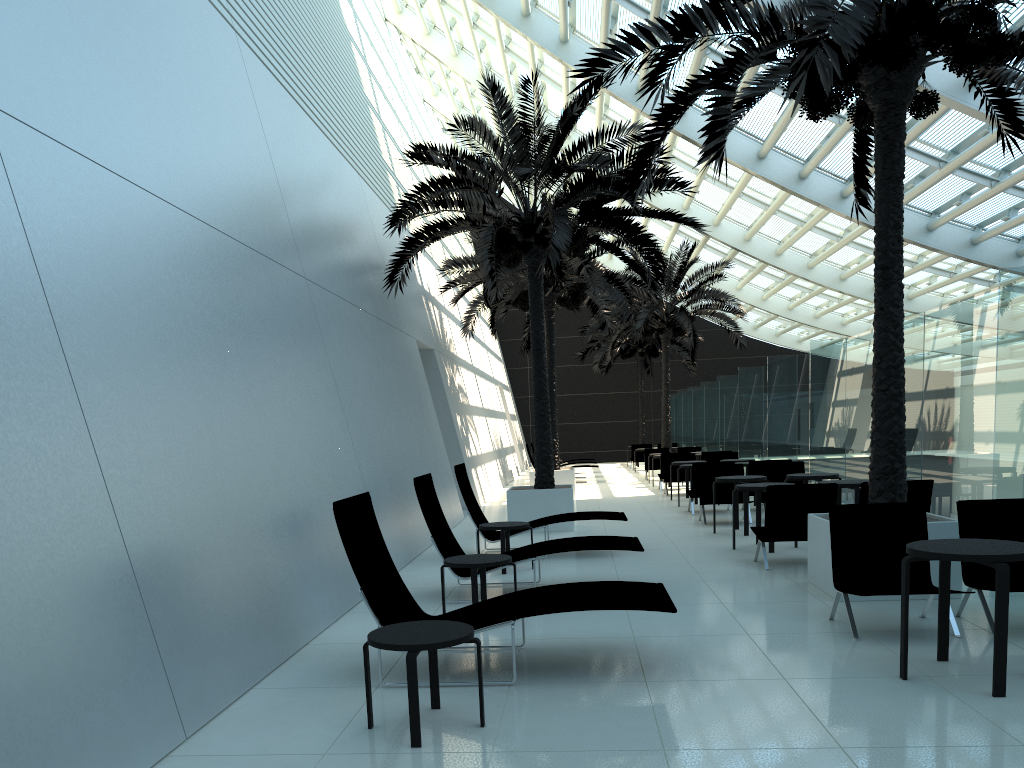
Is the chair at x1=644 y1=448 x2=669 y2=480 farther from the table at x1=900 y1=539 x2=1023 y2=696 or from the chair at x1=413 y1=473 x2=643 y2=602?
the table at x1=900 y1=539 x2=1023 y2=696

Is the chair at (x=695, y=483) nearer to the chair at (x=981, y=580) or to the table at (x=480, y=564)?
the table at (x=480, y=564)

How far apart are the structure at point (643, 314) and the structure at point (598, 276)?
3.7 meters

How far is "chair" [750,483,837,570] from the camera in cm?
879

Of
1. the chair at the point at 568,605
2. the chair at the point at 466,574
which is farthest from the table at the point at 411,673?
the chair at the point at 466,574

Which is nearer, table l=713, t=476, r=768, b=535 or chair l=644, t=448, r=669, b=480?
table l=713, t=476, r=768, b=535

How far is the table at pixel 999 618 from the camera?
4.53m

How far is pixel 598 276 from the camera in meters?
17.8 m

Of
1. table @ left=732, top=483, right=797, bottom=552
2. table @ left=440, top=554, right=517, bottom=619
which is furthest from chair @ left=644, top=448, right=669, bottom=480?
table @ left=440, top=554, right=517, bottom=619

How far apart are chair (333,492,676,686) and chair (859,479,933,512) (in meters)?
3.91
